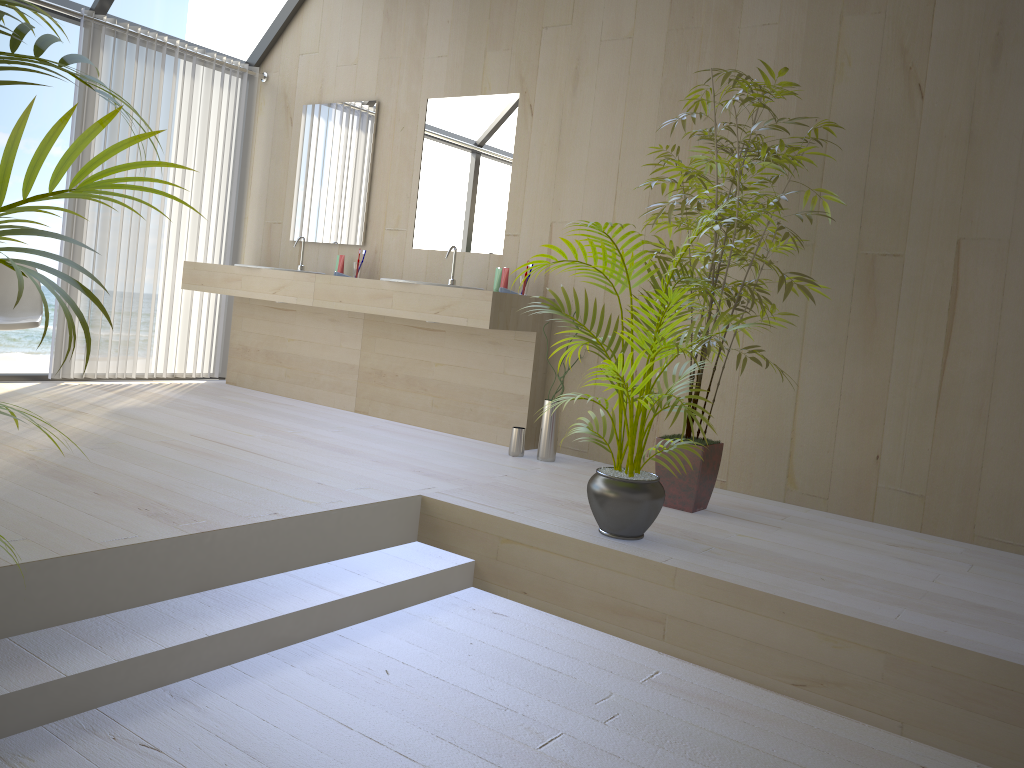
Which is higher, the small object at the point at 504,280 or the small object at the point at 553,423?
the small object at the point at 504,280

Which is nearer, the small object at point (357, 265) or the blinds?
the blinds

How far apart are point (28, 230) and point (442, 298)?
3.1 meters

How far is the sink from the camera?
4.70m

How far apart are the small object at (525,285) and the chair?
2.4 meters

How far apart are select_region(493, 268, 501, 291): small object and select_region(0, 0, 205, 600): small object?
3.20m

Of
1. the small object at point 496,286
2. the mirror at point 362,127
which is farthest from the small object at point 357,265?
the small object at point 496,286

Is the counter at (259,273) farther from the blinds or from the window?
the window

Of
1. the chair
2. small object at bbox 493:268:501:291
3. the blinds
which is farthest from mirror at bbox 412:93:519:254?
the chair

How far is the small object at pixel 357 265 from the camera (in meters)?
5.17
